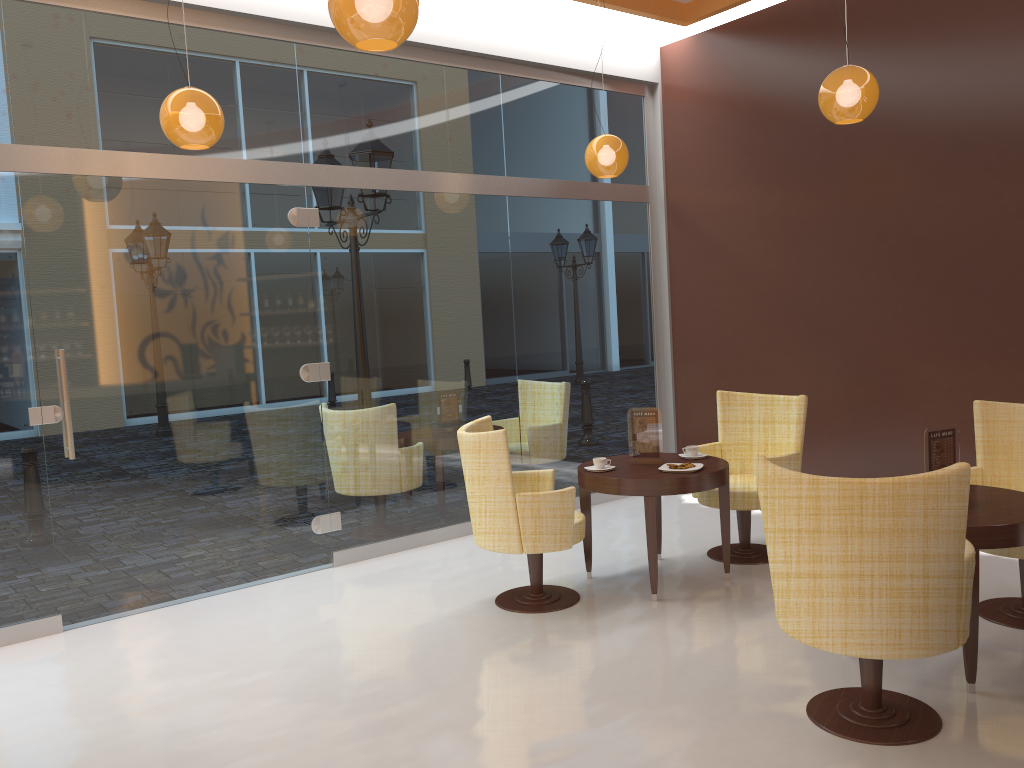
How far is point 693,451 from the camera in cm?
531

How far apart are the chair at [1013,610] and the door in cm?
383

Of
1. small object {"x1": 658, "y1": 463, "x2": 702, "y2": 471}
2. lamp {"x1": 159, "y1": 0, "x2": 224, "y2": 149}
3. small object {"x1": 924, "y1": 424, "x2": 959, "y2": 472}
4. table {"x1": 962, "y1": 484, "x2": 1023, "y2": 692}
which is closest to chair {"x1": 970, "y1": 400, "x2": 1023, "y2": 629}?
table {"x1": 962, "y1": 484, "x2": 1023, "y2": 692}

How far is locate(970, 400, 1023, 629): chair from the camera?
4.3m

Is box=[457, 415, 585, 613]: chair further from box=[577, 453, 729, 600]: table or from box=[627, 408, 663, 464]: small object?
box=[627, 408, 663, 464]: small object

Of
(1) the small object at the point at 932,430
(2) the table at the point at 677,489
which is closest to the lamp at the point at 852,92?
(1) the small object at the point at 932,430

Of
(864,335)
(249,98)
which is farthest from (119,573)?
(864,335)

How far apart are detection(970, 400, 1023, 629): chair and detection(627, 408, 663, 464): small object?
1.6 meters

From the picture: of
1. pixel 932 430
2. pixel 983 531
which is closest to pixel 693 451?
pixel 932 430

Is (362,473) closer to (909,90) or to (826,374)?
(826,374)
